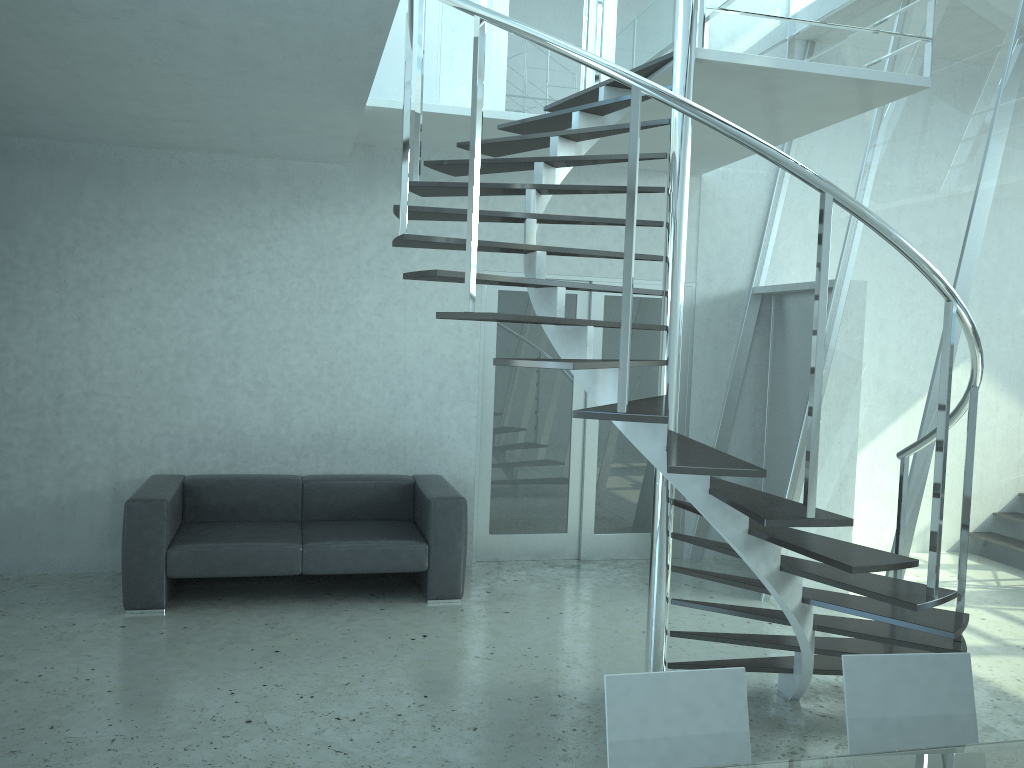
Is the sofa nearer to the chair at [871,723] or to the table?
the chair at [871,723]

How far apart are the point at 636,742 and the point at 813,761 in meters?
0.4 m

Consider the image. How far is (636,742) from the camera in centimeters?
210cm

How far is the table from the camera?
2.0 meters

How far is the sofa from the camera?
5.1 meters

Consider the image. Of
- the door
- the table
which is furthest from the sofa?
the table

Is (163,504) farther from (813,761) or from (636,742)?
(813,761)

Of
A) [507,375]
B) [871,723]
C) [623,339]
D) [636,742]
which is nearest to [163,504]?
[507,375]

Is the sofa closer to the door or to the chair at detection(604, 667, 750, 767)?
the door

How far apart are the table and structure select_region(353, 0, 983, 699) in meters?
0.8
